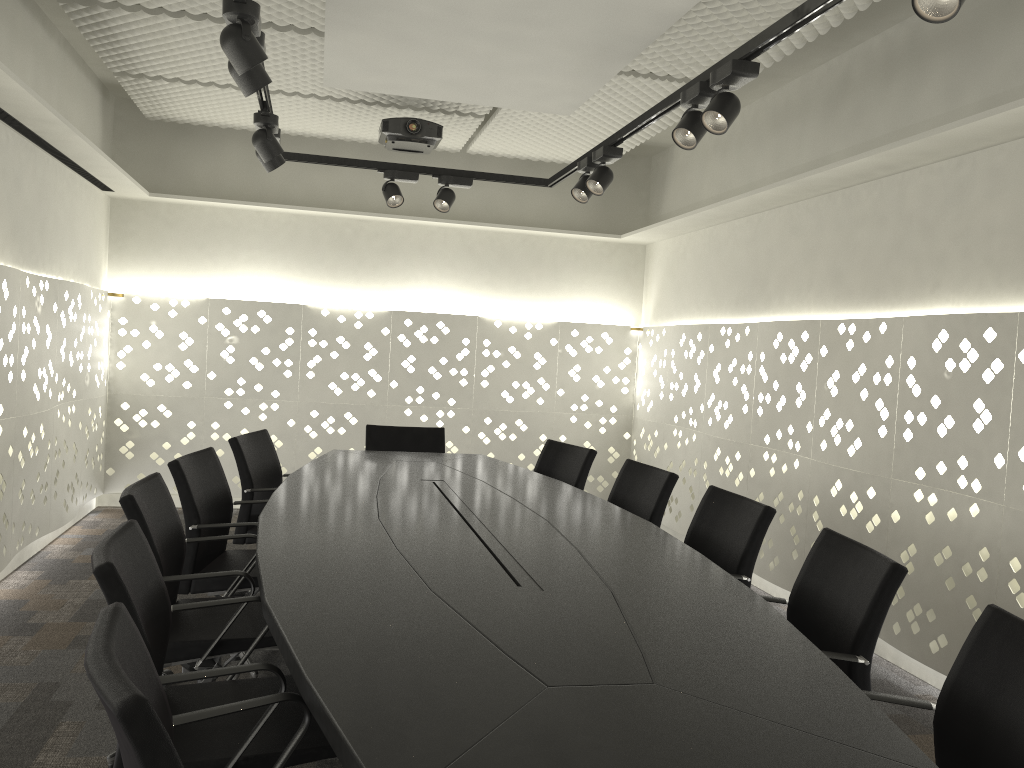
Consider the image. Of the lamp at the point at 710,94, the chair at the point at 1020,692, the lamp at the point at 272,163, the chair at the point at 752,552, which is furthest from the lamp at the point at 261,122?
the chair at the point at 1020,692

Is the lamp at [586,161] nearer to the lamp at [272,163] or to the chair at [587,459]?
the chair at [587,459]

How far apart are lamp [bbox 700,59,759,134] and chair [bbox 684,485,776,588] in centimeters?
115cm

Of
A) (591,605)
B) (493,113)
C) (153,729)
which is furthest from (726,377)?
(153,729)

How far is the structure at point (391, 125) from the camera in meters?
4.7

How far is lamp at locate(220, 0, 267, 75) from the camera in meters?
2.3 m

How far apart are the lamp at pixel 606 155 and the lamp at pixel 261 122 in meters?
1.3 m

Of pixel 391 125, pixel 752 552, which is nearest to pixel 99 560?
pixel 752 552

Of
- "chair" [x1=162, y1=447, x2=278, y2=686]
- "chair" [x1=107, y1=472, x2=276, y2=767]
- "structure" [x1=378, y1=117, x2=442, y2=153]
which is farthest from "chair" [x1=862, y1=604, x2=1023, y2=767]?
"structure" [x1=378, y1=117, x2=442, y2=153]

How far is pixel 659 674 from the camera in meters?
1.5 m
